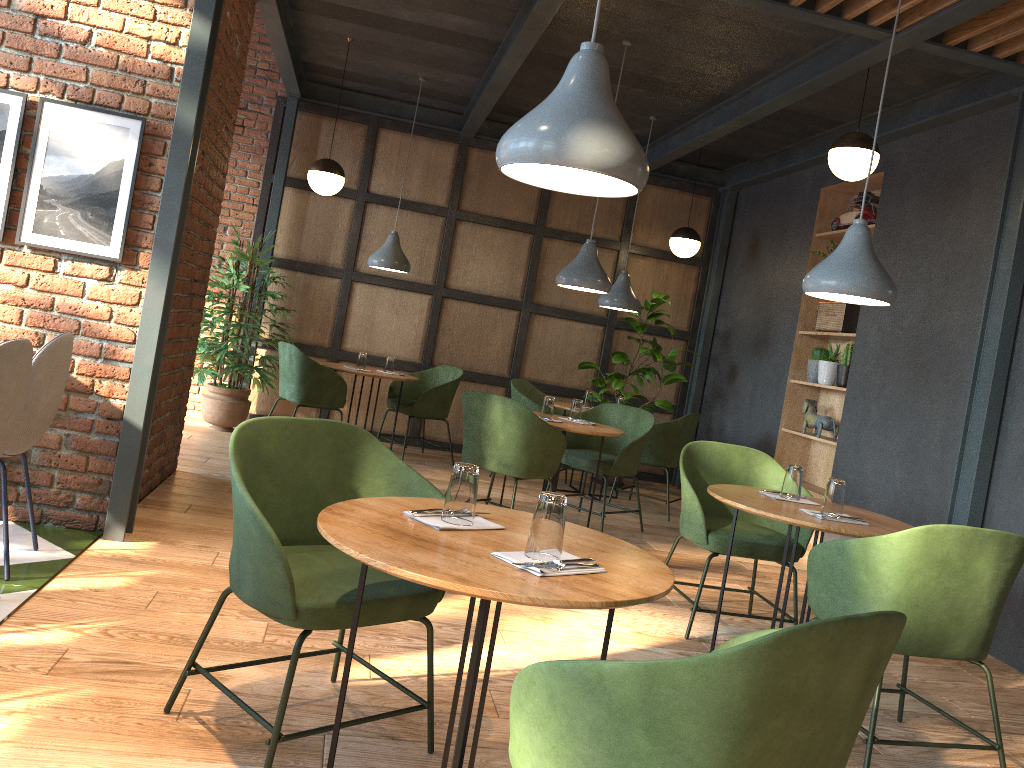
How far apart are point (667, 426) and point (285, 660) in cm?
448

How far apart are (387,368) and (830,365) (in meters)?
3.44

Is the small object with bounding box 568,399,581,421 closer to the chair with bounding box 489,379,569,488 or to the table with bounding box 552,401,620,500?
the table with bounding box 552,401,620,500

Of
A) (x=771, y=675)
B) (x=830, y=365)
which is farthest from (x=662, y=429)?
(x=771, y=675)

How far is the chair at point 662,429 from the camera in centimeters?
666cm

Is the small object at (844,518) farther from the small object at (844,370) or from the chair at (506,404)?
the small object at (844,370)

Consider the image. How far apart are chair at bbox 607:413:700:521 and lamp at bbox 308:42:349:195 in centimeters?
293cm

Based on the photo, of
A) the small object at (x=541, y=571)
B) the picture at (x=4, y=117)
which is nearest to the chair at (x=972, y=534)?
the small object at (x=541, y=571)

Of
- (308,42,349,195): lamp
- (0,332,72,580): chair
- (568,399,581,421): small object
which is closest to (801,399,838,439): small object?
(568,399,581,421): small object

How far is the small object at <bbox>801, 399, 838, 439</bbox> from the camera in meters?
6.4 m
